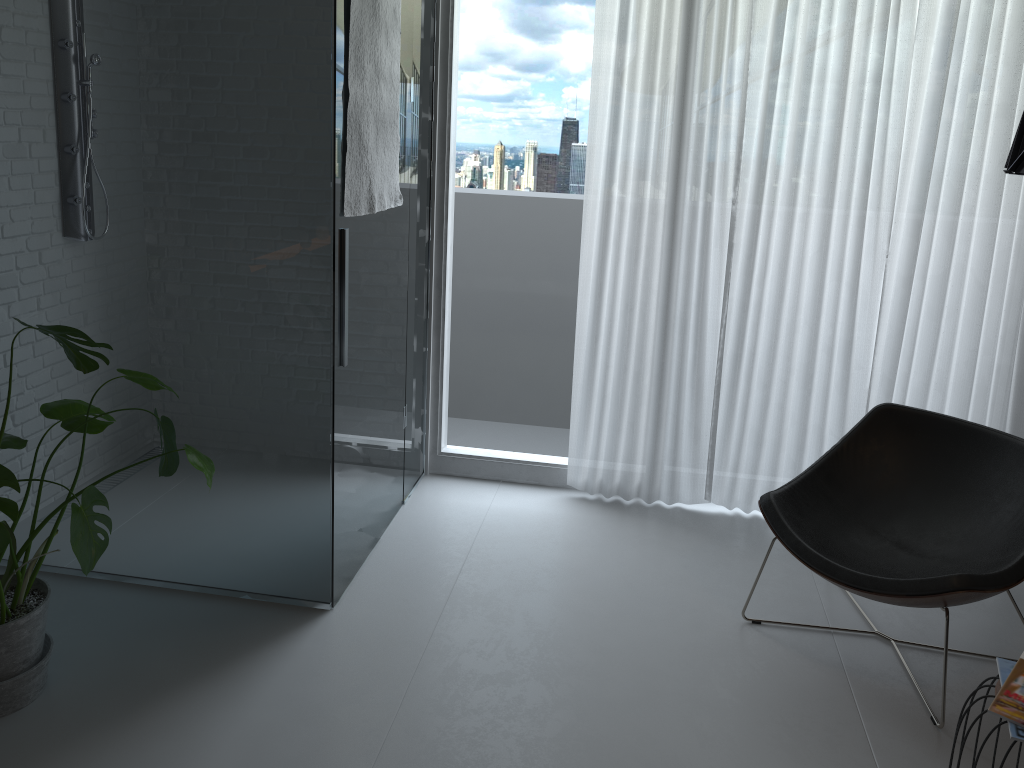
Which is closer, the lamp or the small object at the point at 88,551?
the lamp

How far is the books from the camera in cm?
189

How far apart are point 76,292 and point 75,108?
0.6m

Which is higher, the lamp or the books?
the lamp

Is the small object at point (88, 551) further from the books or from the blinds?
the books

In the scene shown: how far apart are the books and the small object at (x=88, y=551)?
2.0m

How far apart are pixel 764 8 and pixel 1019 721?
2.6m

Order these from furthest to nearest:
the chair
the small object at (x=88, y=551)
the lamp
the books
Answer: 1. the chair
2. the small object at (x=88, y=551)
3. the books
4. the lamp

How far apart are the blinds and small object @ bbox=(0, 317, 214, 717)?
1.76m

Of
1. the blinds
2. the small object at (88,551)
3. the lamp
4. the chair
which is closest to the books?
the chair
